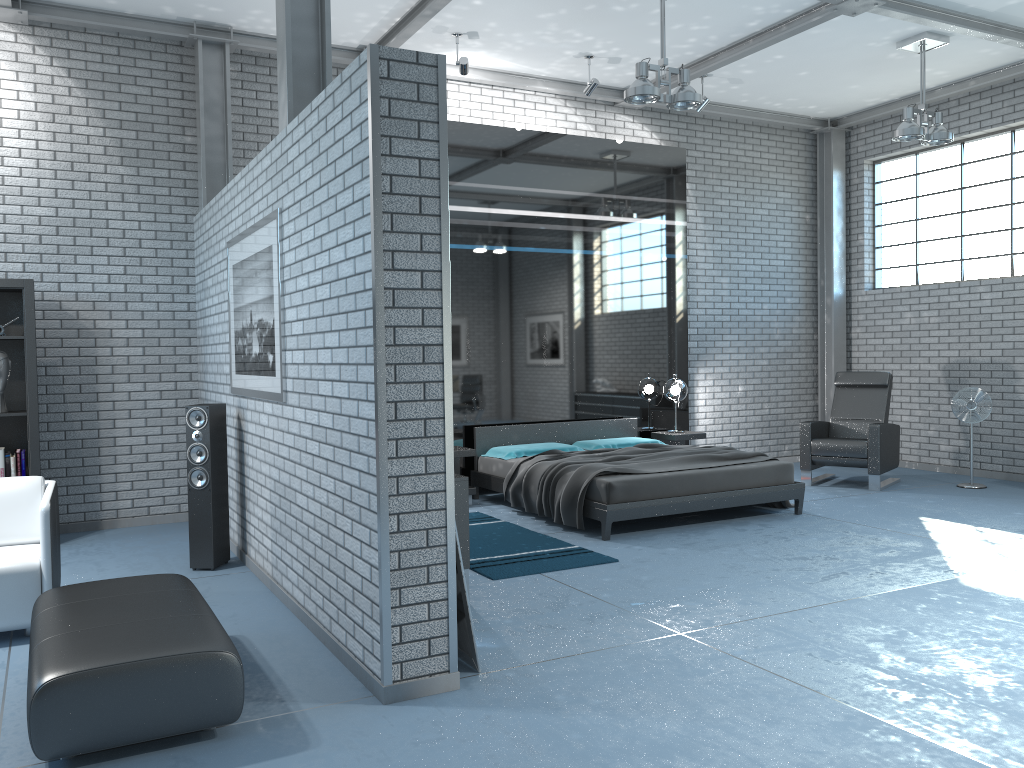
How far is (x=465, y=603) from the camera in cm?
370

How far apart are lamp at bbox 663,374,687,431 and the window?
3.0m

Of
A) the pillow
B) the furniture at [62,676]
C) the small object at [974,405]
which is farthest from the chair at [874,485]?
the furniture at [62,676]

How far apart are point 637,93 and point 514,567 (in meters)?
3.37

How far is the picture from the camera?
4.71m

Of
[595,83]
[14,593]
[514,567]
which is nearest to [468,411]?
[514,567]

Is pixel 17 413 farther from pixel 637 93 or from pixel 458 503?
pixel 637 93

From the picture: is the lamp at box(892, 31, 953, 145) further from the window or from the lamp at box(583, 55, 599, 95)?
the lamp at box(583, 55, 599, 95)

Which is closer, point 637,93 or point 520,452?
point 637,93

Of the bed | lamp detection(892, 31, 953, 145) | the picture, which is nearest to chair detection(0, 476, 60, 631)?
the picture
